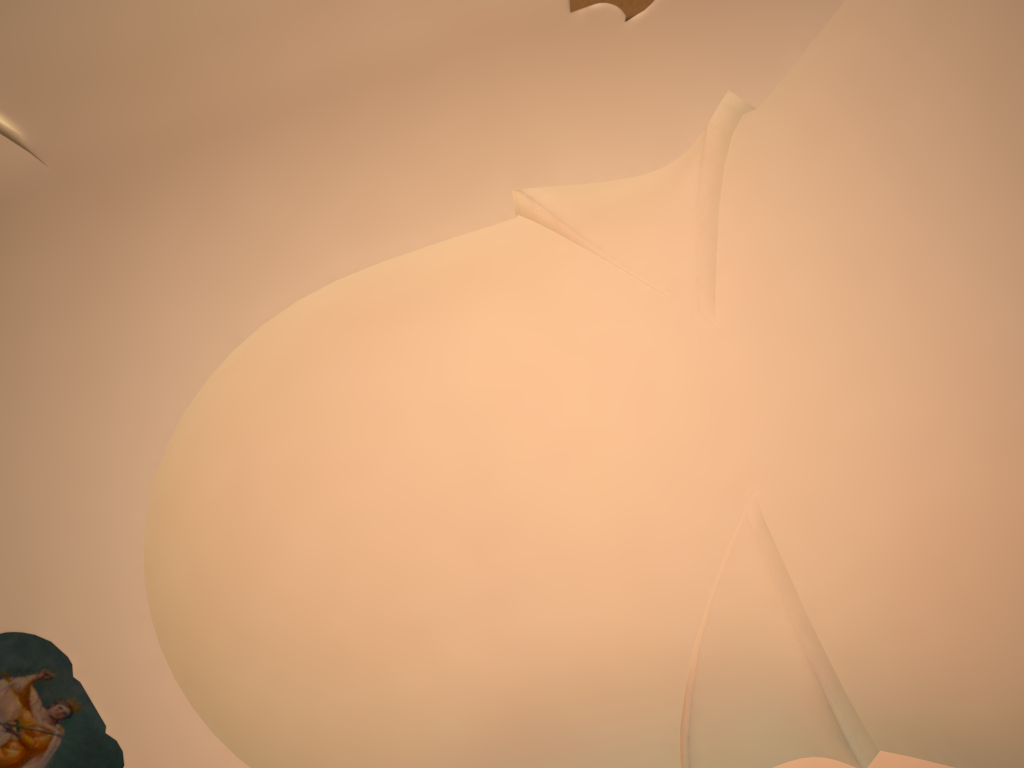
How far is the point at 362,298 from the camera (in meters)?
5.98
